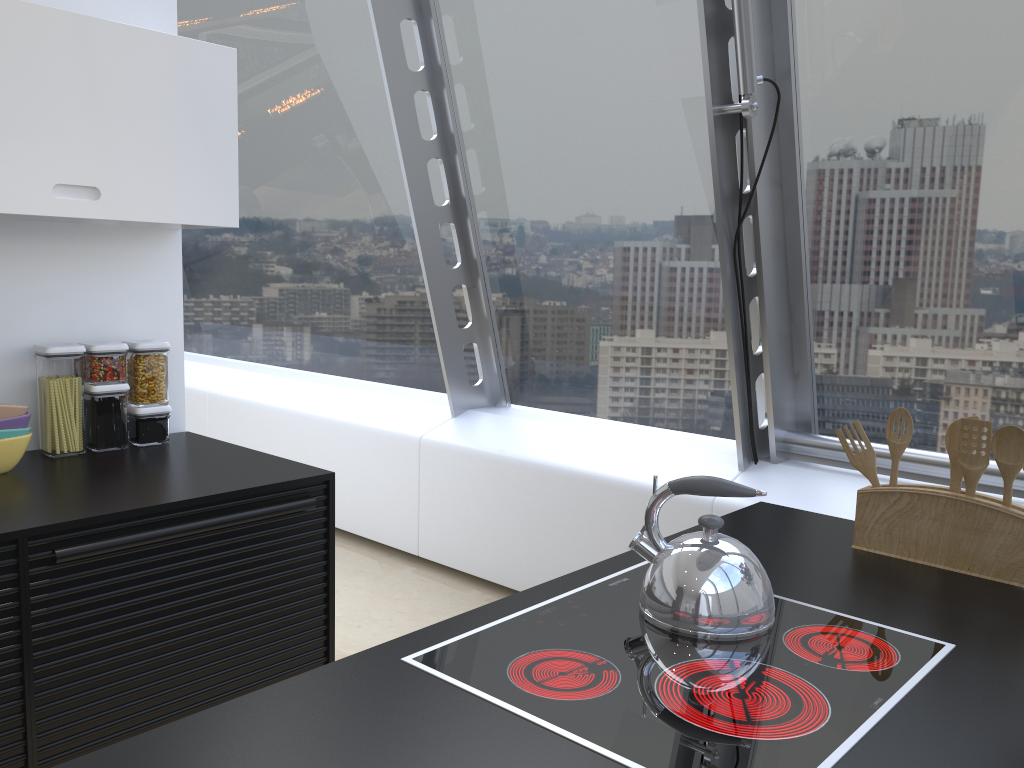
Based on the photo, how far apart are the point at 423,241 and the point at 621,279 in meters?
0.9 m

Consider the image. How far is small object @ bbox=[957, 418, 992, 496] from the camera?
1.69m

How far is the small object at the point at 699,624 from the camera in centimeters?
138cm

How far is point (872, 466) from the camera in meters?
1.9

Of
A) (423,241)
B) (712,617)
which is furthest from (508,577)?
(712,617)

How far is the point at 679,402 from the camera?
3.74m

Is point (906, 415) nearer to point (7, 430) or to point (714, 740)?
point (714, 740)

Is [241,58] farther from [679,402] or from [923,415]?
[923,415]

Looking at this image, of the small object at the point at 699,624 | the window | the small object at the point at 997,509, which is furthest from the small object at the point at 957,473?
the window

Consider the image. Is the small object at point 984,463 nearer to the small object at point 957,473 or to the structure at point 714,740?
the small object at point 957,473
